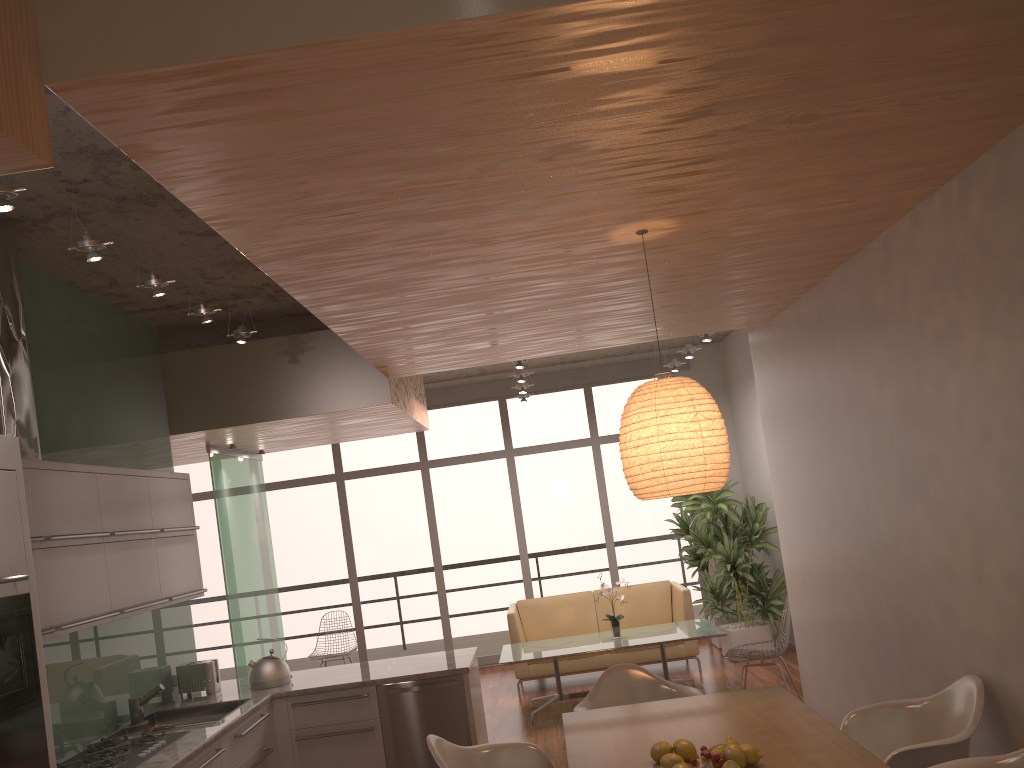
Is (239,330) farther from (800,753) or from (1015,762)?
(1015,762)

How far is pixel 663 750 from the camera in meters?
3.1 m

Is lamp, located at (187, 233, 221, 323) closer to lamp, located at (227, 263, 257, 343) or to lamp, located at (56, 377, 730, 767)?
lamp, located at (227, 263, 257, 343)

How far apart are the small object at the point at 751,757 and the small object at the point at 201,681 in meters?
3.7

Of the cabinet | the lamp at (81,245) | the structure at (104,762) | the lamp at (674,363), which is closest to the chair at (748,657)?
the cabinet

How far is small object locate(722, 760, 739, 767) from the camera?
2.8 meters

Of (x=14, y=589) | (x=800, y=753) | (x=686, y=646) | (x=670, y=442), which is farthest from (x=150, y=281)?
(x=686, y=646)

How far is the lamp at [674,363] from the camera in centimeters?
880cm

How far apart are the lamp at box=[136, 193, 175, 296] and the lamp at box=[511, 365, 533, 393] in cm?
521

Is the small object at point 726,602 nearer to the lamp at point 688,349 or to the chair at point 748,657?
the lamp at point 688,349
